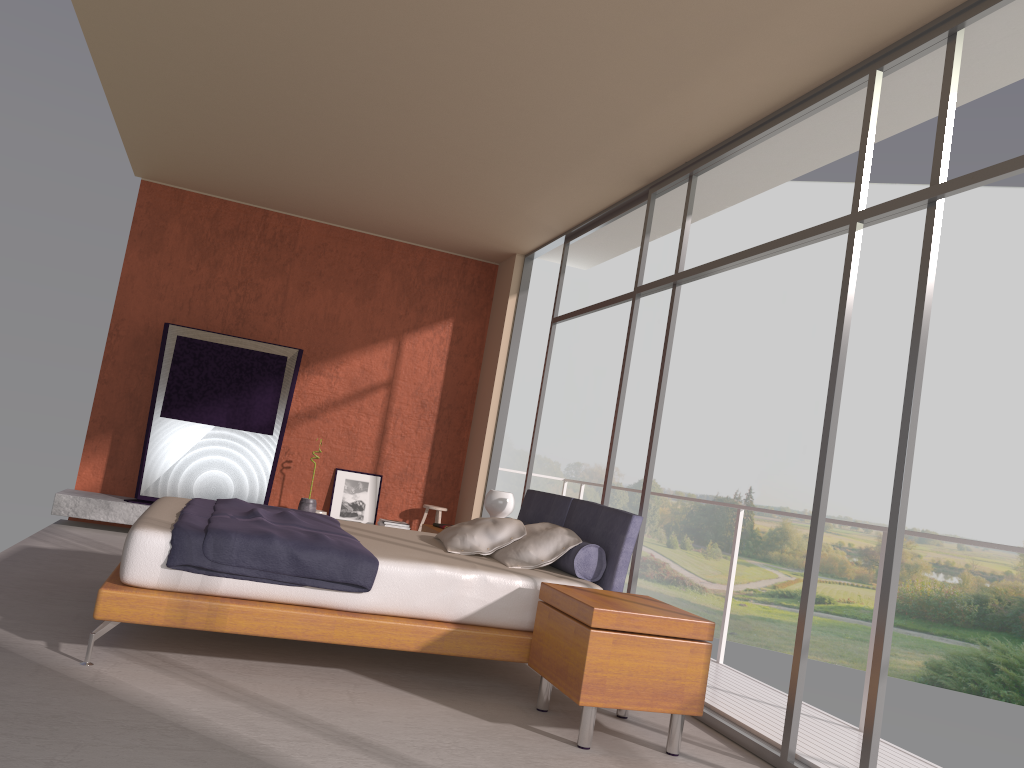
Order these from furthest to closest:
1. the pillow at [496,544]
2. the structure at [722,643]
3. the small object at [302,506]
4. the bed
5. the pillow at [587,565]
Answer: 1. the small object at [302,506]
2. the structure at [722,643]
3. the pillow at [496,544]
4. the pillow at [587,565]
5. the bed

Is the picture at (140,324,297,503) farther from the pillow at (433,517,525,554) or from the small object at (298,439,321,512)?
the pillow at (433,517,525,554)

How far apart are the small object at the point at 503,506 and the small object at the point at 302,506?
2.5 meters

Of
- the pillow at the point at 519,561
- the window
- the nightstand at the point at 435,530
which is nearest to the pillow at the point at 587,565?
the pillow at the point at 519,561

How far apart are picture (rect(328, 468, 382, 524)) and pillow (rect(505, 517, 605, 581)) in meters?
4.1 m

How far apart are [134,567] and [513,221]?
4.7 meters

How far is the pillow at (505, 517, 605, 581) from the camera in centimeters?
452cm

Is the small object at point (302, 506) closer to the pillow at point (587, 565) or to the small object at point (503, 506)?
the small object at point (503, 506)

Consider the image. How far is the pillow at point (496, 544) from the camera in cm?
484

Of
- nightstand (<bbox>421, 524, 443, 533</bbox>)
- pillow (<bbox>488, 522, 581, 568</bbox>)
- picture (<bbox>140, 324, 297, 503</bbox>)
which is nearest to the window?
pillow (<bbox>488, 522, 581, 568</bbox>)
